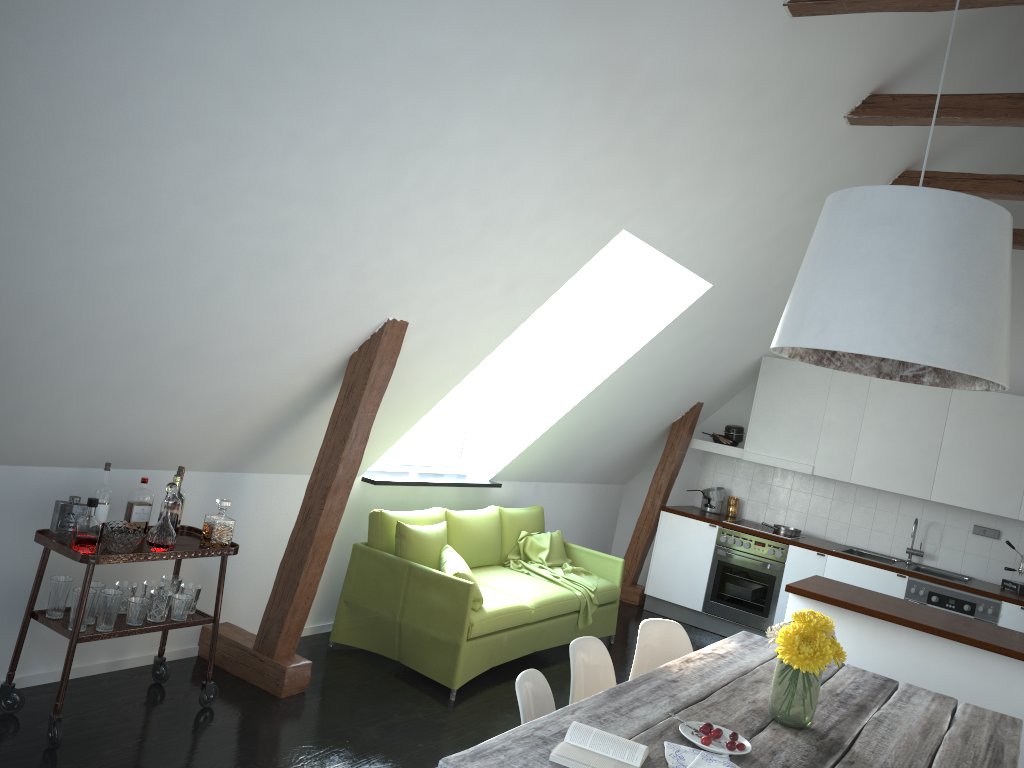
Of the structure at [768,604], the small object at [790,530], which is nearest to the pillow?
the structure at [768,604]

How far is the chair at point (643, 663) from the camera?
3.7m

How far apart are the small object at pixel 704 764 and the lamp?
1.17m

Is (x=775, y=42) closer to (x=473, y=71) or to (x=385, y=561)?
(x=473, y=71)

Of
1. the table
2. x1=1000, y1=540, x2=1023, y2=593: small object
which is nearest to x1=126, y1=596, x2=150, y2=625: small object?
the table

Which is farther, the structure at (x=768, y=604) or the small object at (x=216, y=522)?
the structure at (x=768, y=604)

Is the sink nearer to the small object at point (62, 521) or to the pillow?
the pillow

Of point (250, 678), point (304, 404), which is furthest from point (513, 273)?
point (250, 678)

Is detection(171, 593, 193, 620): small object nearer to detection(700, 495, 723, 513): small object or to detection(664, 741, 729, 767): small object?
detection(664, 741, 729, 767): small object

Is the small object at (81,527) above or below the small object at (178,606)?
above
